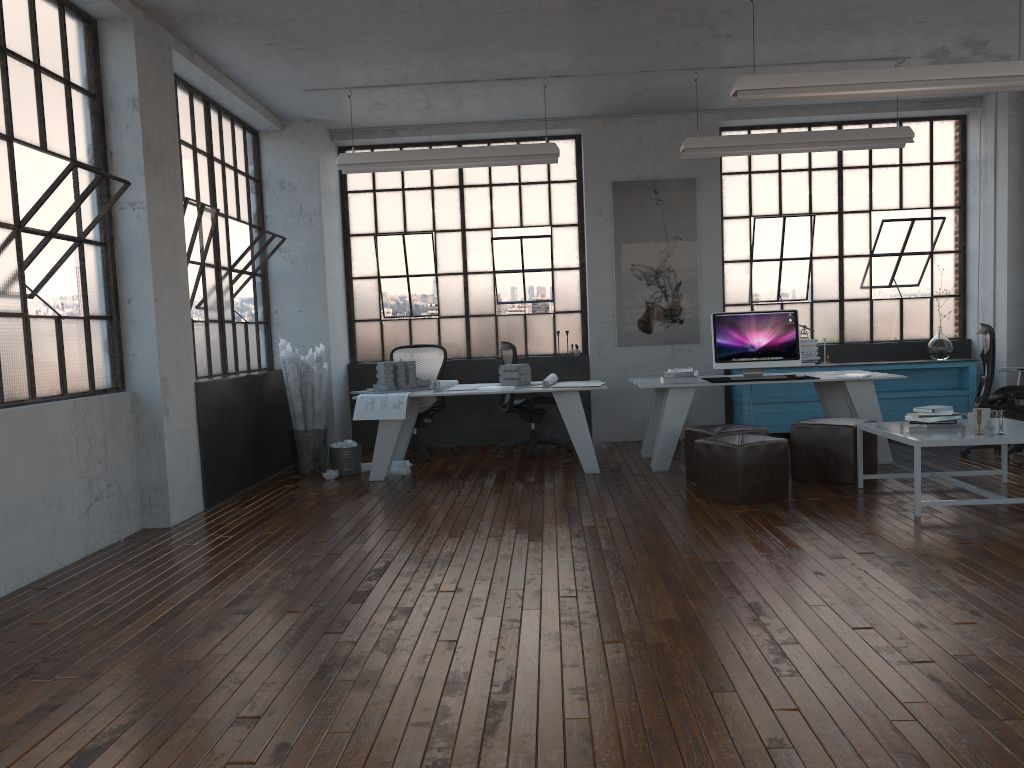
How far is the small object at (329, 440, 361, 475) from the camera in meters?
7.5

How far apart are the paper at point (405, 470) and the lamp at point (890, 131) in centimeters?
352cm

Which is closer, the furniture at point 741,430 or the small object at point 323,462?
the furniture at point 741,430

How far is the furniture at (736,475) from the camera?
5.6 meters

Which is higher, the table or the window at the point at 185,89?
the window at the point at 185,89

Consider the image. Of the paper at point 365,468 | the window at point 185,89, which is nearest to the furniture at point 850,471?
the paper at point 365,468

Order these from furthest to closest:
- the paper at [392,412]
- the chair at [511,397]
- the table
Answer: the chair at [511,397]
the paper at [392,412]
the table

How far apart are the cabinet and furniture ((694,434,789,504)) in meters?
2.8

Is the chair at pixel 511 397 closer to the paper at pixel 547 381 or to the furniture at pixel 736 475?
the paper at pixel 547 381

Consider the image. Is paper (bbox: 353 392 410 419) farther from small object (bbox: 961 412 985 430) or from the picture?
small object (bbox: 961 412 985 430)
